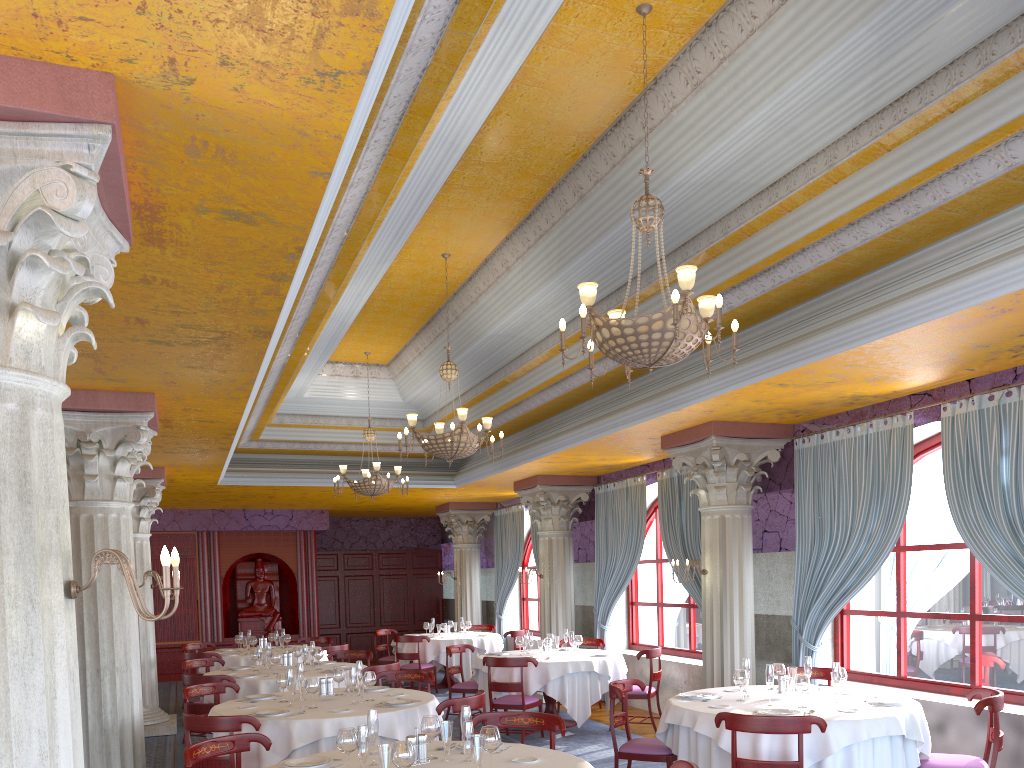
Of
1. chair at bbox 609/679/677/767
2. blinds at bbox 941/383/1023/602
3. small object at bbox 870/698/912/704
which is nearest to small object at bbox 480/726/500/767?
chair at bbox 609/679/677/767

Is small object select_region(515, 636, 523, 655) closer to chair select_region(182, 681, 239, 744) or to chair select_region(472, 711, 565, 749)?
chair select_region(182, 681, 239, 744)

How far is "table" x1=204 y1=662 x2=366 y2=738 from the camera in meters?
9.1 m

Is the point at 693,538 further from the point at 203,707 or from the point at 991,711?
the point at 203,707

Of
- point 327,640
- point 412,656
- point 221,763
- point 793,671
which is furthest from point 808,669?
point 327,640

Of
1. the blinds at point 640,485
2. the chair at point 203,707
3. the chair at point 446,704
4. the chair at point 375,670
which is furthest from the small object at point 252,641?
the chair at point 446,704

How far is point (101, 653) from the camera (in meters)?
6.98

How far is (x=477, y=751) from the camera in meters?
4.3 m

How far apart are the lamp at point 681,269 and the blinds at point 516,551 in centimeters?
1125cm

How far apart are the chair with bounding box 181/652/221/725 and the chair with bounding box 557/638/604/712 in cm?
559
